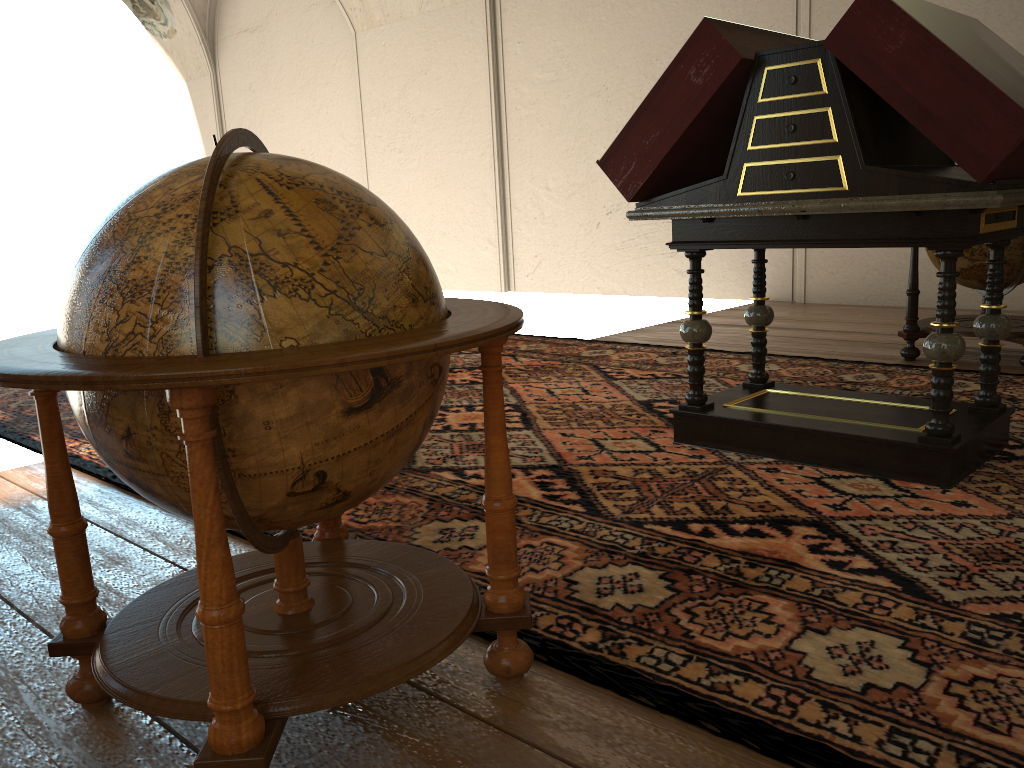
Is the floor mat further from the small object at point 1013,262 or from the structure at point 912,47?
the small object at point 1013,262

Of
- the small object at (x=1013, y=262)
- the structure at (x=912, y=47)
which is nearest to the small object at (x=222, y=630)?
the structure at (x=912, y=47)

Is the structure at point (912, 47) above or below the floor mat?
above

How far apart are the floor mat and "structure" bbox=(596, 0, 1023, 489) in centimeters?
3cm

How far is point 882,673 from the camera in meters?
2.2

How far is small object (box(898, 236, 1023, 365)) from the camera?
6.0m

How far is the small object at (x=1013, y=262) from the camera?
6.0m

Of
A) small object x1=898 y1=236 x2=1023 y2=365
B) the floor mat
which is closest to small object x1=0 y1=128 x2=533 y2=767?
the floor mat

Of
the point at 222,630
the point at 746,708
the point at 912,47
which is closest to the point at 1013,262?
the point at 912,47

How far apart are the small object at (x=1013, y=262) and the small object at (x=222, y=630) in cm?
489
